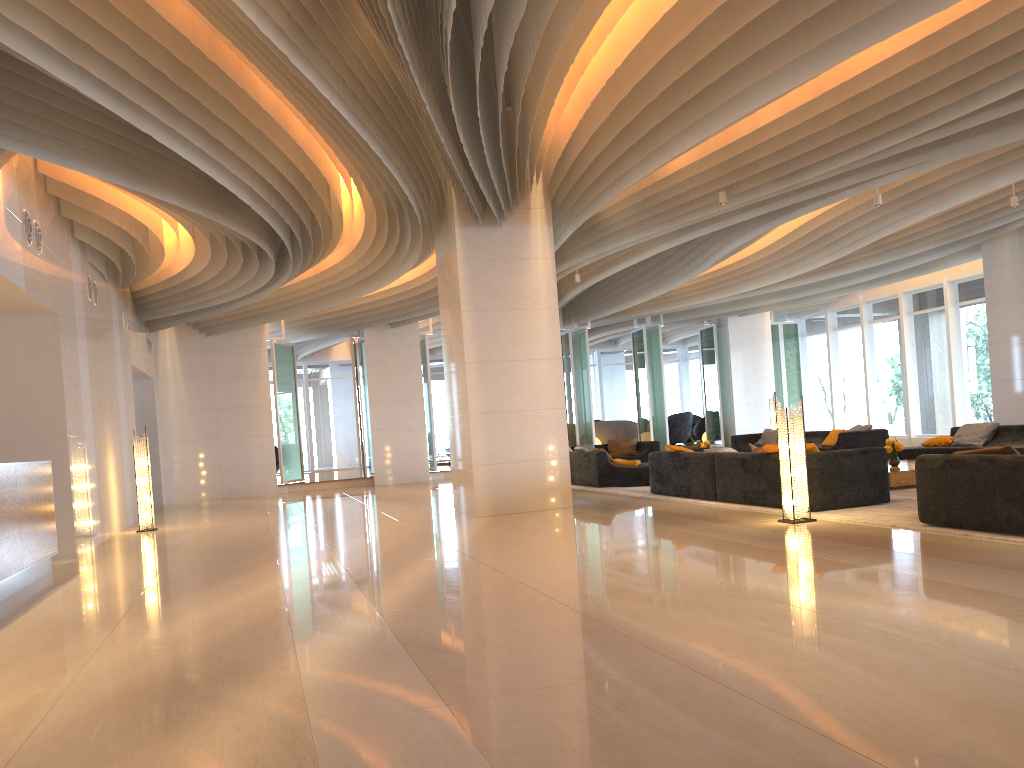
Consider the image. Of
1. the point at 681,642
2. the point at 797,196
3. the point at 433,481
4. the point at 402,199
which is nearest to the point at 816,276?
the point at 797,196

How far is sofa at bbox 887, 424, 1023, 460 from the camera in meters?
12.2 m

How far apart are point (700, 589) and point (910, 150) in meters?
6.3 m

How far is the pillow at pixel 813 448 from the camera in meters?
8.8

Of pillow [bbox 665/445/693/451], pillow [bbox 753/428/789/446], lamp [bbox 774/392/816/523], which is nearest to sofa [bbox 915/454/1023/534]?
lamp [bbox 774/392/816/523]

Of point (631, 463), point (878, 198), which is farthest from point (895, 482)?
point (631, 463)

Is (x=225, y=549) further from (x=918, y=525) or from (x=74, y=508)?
(x=918, y=525)

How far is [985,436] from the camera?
12.6m

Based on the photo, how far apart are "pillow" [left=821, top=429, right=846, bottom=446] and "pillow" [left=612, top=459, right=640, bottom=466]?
4.2 meters

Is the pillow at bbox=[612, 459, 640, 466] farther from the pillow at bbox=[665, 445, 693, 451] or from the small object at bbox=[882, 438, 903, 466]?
the small object at bbox=[882, 438, 903, 466]
